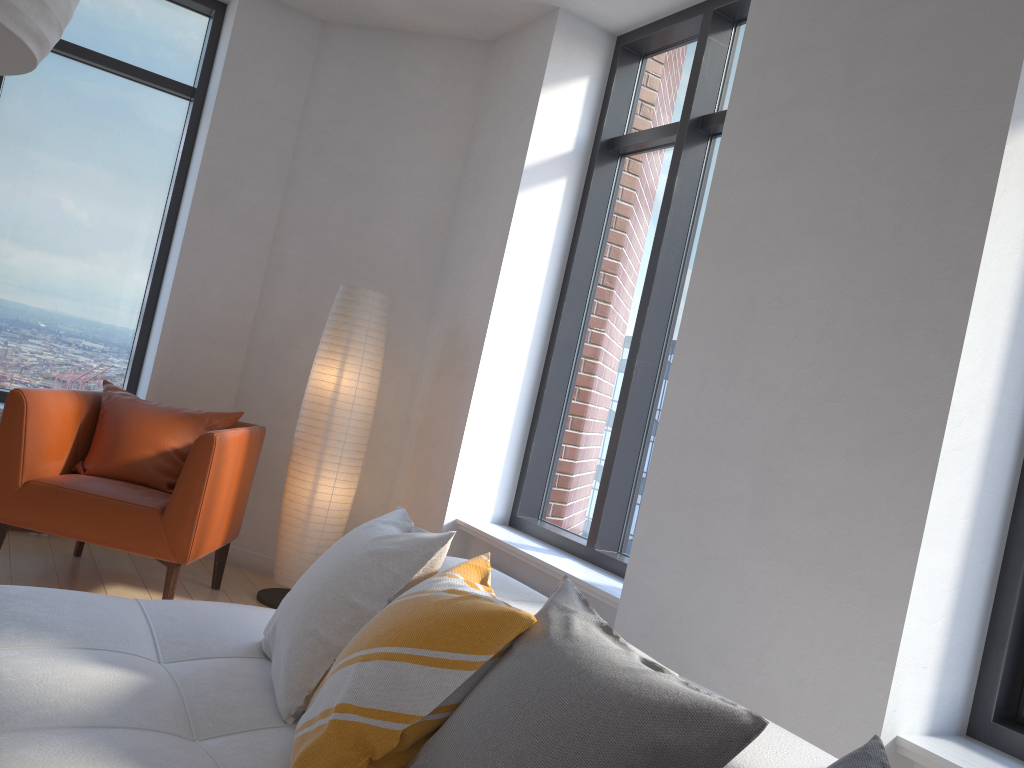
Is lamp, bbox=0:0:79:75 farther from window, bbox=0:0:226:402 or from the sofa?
window, bbox=0:0:226:402

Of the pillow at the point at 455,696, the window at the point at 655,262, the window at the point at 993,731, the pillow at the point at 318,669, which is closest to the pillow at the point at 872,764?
the pillow at the point at 455,696

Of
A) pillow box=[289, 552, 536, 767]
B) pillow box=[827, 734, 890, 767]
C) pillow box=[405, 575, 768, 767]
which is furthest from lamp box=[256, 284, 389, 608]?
pillow box=[827, 734, 890, 767]

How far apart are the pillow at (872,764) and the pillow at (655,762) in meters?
0.1 m

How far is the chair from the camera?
3.51m

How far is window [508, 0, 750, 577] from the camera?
3.66m

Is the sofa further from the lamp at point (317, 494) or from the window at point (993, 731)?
the lamp at point (317, 494)

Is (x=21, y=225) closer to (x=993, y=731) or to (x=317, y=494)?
(x=317, y=494)

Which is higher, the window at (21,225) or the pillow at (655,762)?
the window at (21,225)

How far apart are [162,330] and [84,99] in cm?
134
